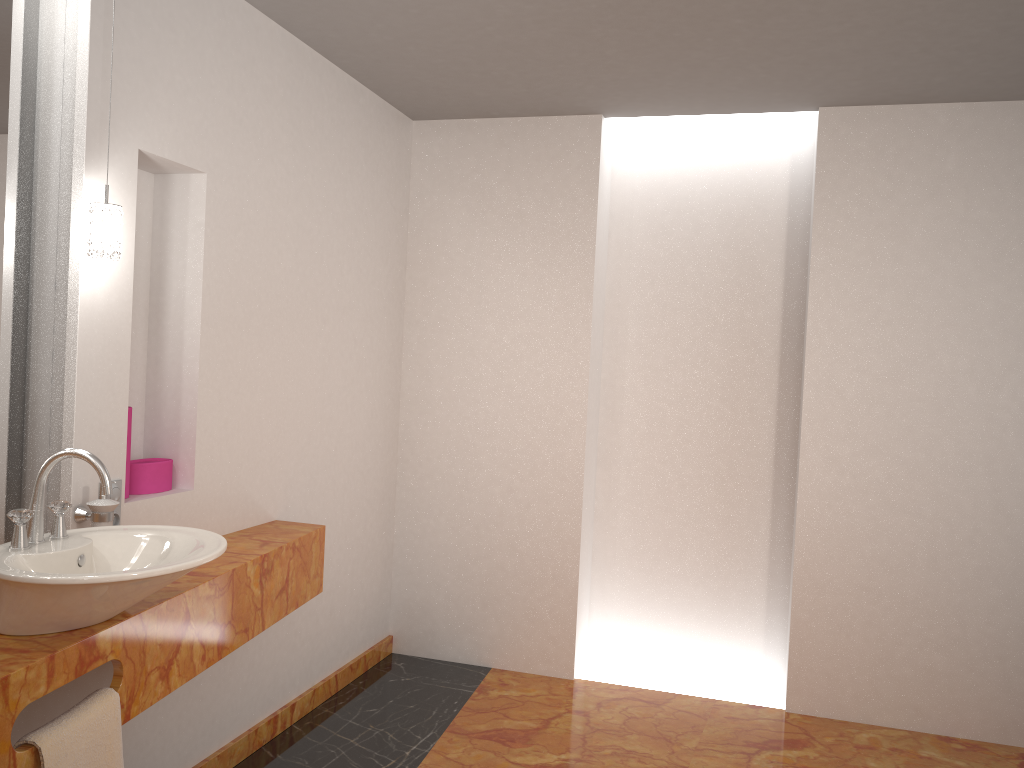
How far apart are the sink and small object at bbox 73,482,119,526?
0.1 meters

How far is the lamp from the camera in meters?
2.1 m

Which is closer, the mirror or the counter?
the counter

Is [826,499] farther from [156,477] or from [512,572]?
[156,477]

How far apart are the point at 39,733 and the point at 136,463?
1.0m

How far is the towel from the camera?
1.7 meters

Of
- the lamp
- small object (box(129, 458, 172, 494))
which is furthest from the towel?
the lamp

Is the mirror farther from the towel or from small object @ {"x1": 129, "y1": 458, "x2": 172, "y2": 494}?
the towel

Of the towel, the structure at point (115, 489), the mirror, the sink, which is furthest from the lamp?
the towel

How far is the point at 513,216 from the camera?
4.0 meters
